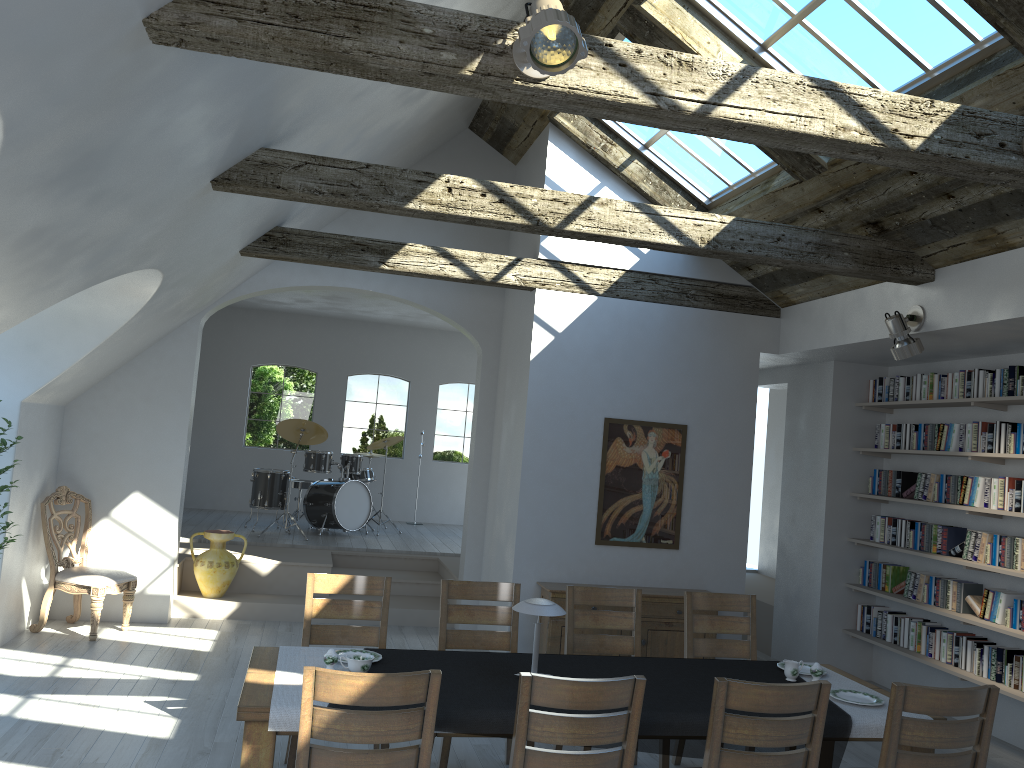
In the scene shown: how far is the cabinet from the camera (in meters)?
6.83

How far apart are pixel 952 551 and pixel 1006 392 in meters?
1.3

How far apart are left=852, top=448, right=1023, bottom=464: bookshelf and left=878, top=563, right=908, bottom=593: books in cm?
96

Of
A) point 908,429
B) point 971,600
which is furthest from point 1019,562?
point 908,429

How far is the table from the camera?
3.35m

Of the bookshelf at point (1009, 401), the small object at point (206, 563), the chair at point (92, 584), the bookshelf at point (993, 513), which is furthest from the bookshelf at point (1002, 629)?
the chair at point (92, 584)

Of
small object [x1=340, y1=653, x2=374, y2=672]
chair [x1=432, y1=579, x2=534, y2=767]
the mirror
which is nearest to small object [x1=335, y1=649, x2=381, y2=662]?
small object [x1=340, y1=653, x2=374, y2=672]

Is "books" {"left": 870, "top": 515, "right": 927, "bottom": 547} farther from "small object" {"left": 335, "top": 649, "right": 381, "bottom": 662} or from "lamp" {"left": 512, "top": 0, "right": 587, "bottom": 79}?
"lamp" {"left": 512, "top": 0, "right": 587, "bottom": 79}

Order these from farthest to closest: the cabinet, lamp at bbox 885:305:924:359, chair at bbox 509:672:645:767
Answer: the cabinet → lamp at bbox 885:305:924:359 → chair at bbox 509:672:645:767

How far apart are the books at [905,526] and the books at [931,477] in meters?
0.2 m
